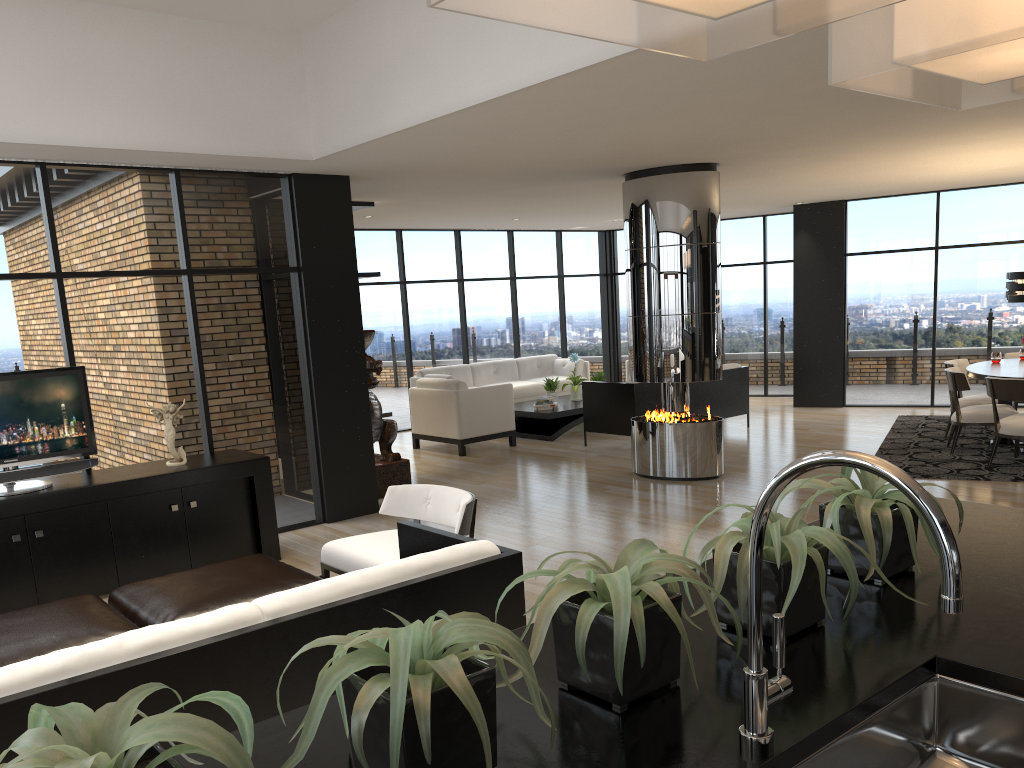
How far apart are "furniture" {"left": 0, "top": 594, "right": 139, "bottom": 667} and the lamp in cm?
741

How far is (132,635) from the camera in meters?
2.5 m

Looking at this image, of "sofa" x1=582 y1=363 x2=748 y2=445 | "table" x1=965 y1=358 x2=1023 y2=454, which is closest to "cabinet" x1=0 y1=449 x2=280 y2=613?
"sofa" x1=582 y1=363 x2=748 y2=445

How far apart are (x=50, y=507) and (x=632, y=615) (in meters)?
4.88

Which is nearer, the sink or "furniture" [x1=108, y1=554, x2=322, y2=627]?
the sink

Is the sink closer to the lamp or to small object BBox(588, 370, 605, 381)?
the lamp

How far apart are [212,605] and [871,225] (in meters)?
10.47

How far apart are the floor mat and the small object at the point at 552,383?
4.03m

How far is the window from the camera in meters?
6.0 m

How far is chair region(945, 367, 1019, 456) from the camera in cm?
813
